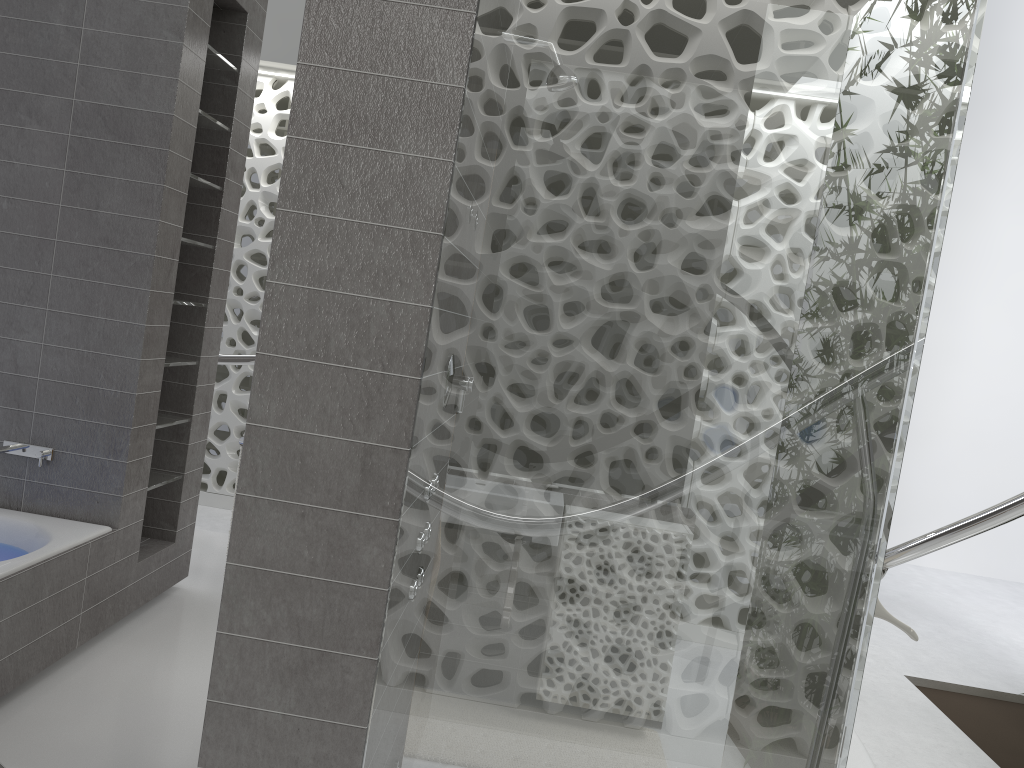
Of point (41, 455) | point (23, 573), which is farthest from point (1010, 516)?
point (41, 455)

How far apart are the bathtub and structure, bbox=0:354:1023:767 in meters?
1.7 m

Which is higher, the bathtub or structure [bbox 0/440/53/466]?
structure [bbox 0/440/53/466]

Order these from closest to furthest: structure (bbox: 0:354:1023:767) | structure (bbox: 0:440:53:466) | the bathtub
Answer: structure (bbox: 0:354:1023:767), the bathtub, structure (bbox: 0:440:53:466)

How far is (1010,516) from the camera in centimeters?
255cm

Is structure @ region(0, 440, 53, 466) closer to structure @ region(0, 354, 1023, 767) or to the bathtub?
the bathtub

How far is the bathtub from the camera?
2.8 meters

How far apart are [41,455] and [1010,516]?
3.3m

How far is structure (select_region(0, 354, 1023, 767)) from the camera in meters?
2.6

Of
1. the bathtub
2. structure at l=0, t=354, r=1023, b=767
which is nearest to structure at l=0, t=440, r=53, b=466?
the bathtub
